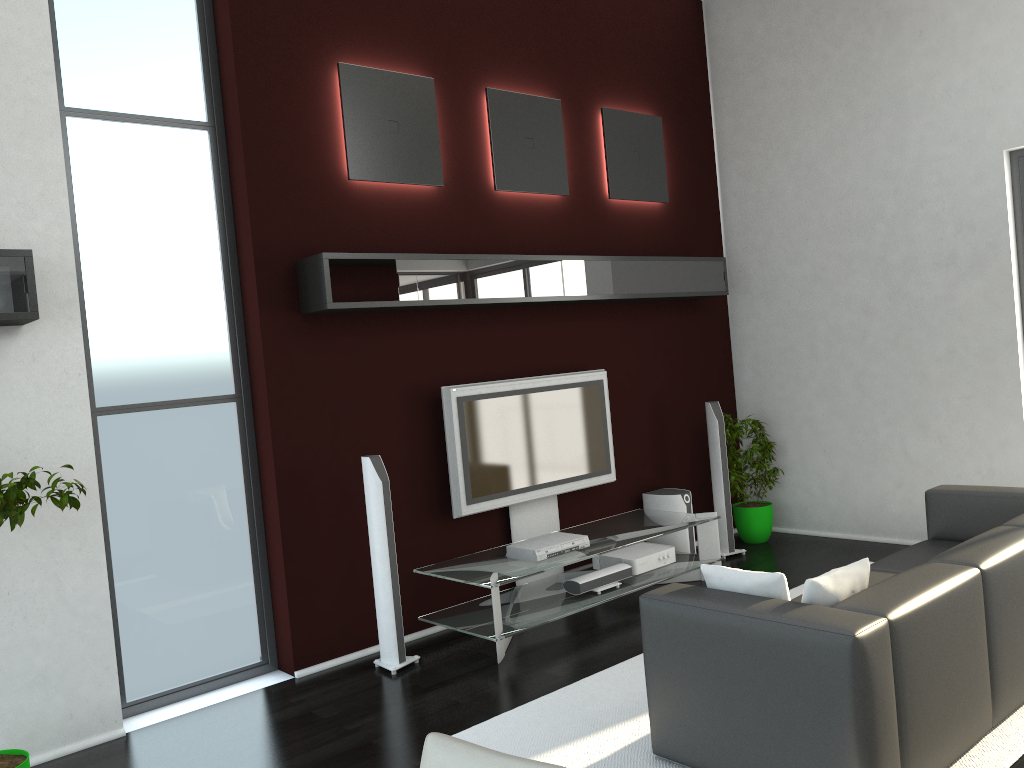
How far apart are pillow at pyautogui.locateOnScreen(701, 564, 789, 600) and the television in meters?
Result: 2.2 m

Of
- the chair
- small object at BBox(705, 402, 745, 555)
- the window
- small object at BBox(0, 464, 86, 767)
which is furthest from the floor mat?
the chair

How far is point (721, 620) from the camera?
3.2 meters

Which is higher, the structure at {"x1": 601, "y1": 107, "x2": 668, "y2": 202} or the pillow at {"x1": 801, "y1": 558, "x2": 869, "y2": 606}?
the structure at {"x1": 601, "y1": 107, "x2": 668, "y2": 202}

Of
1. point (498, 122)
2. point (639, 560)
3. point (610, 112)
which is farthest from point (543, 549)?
point (610, 112)

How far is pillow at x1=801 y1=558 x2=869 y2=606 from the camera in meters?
3.1

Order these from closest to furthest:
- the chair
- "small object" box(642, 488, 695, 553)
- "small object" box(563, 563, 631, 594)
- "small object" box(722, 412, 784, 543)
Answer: the chair, "small object" box(563, 563, 631, 594), "small object" box(642, 488, 695, 553), "small object" box(722, 412, 784, 543)

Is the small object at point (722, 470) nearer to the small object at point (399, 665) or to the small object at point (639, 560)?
the small object at point (639, 560)

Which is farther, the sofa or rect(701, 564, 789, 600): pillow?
rect(701, 564, 789, 600): pillow

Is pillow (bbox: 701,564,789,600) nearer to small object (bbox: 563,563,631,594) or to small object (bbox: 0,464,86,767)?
small object (bbox: 563,563,631,594)
